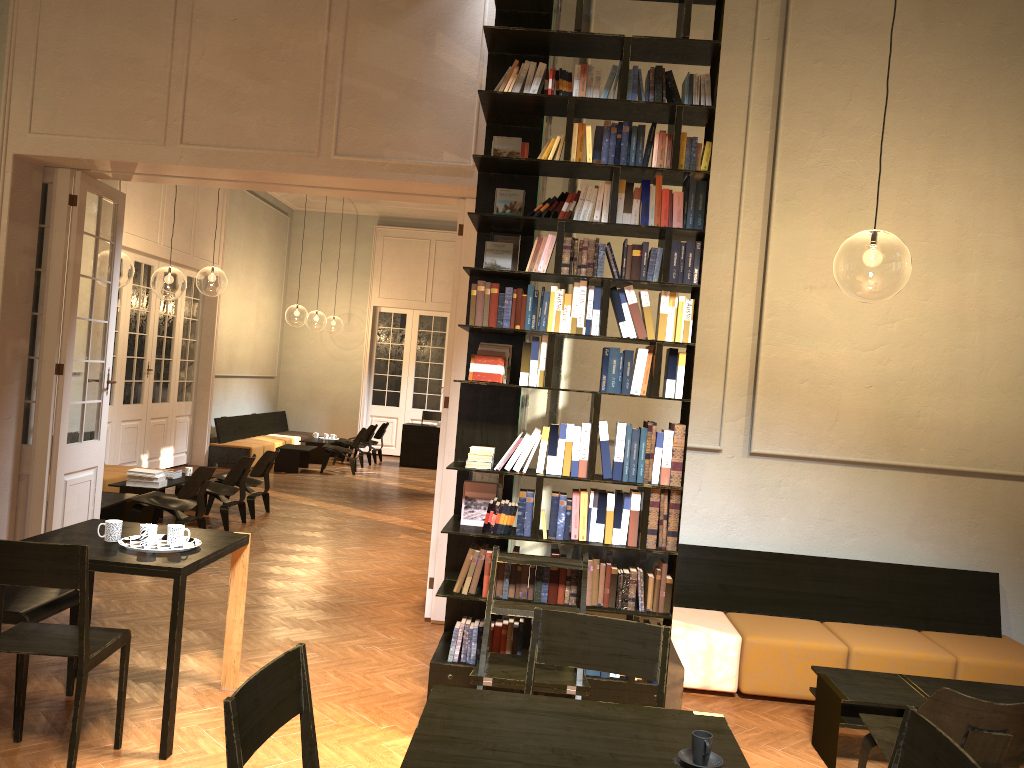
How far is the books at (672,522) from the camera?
4.5m

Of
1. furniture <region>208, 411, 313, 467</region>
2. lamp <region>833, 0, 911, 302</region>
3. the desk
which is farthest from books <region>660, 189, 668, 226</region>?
the desk

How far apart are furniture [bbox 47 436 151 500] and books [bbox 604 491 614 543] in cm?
753

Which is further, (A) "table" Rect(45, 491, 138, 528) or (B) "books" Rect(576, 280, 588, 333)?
(A) "table" Rect(45, 491, 138, 528)

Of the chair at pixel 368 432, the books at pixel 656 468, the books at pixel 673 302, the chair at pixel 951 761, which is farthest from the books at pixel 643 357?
the chair at pixel 368 432

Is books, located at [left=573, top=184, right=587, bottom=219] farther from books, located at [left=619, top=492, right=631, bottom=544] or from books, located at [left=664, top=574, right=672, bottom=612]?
books, located at [left=664, top=574, right=672, bottom=612]

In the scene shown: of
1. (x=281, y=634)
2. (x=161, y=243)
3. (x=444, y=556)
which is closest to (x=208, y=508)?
(x=161, y=243)

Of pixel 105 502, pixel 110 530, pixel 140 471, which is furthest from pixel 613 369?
pixel 140 471

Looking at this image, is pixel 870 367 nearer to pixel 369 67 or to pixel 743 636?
pixel 743 636

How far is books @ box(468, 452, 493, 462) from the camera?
4.6 meters
